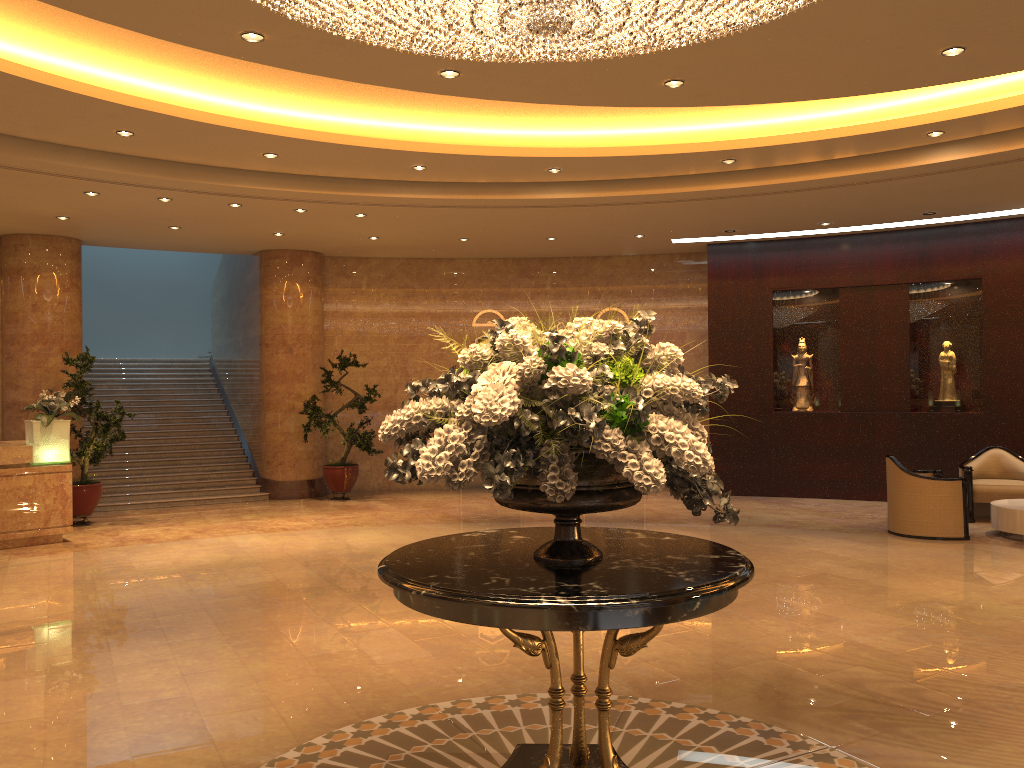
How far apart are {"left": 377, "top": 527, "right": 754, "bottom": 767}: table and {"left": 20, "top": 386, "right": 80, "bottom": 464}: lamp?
8.0 meters

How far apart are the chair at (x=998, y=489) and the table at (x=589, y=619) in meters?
8.6

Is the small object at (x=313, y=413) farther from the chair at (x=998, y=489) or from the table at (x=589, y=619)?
the table at (x=589, y=619)

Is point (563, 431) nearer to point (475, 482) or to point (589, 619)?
point (589, 619)

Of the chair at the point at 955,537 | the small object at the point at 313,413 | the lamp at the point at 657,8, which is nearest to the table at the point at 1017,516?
the chair at the point at 955,537

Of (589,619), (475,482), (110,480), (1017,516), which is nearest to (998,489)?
(1017,516)

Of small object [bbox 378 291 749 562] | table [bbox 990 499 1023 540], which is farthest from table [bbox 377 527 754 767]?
table [bbox 990 499 1023 540]

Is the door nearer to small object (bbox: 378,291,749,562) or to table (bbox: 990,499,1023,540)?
table (bbox: 990,499,1023,540)

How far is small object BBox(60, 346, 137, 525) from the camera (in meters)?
11.53

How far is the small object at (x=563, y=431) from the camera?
3.0m
